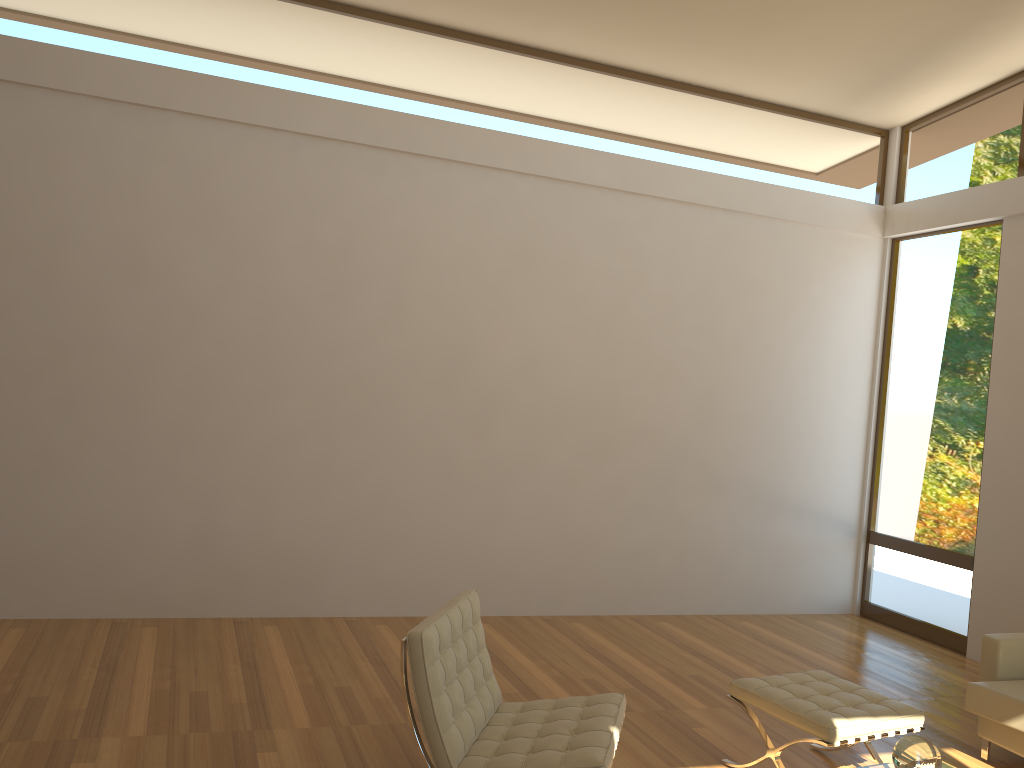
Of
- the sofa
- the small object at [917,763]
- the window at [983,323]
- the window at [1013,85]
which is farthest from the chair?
the window at [1013,85]

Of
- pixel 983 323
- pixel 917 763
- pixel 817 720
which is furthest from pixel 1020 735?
pixel 983 323

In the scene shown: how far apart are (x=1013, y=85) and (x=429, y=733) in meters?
6.1 m

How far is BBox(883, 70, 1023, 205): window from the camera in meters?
6.4 m

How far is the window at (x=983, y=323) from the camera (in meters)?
6.47

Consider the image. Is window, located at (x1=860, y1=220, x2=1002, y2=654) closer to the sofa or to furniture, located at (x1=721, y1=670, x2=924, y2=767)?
the sofa

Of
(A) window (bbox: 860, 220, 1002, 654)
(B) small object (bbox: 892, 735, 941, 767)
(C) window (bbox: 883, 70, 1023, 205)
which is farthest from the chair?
(C) window (bbox: 883, 70, 1023, 205)

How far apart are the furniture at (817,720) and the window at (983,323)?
2.8 meters

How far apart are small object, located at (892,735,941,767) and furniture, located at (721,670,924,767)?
0.55m

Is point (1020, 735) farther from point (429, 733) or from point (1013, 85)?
point (1013, 85)
